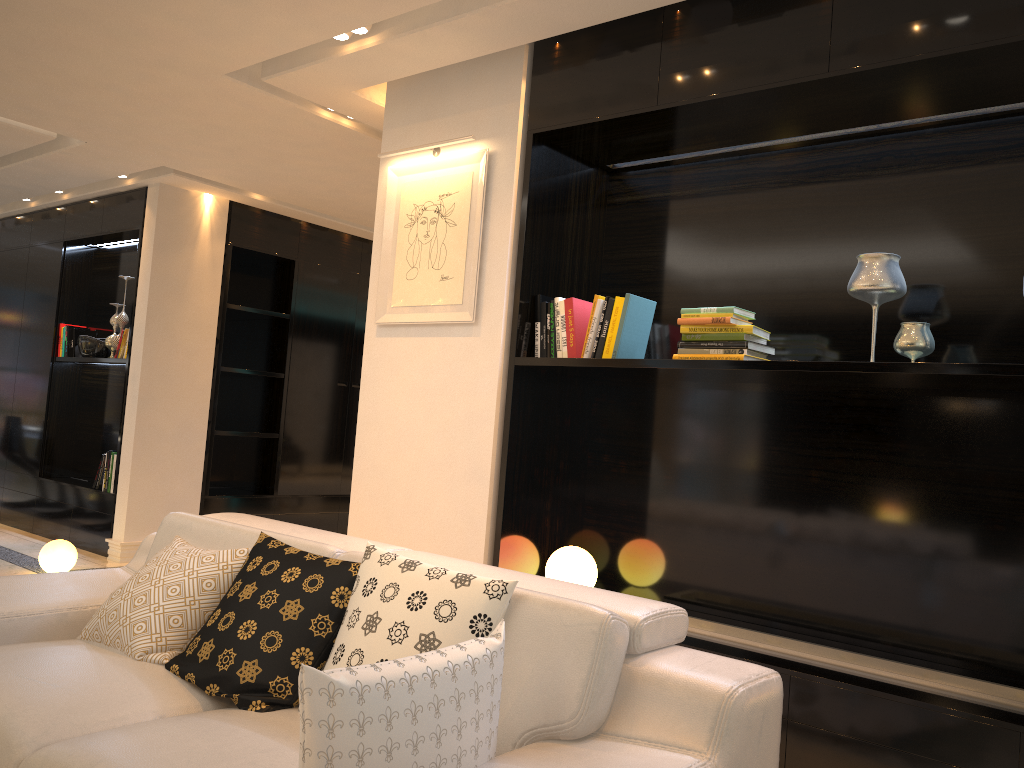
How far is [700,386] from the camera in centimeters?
364cm

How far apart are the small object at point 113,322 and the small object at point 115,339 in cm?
14

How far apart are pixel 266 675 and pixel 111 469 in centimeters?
469cm

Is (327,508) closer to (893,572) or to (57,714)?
(893,572)

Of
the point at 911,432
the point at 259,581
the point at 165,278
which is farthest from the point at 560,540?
the point at 165,278

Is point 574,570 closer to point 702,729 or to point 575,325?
point 575,325

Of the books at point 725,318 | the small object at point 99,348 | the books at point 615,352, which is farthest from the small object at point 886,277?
the small object at point 99,348

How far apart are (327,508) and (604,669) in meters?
5.8 m

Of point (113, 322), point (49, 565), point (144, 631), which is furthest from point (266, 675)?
point (113, 322)

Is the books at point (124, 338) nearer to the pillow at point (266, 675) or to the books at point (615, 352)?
the books at point (615, 352)
